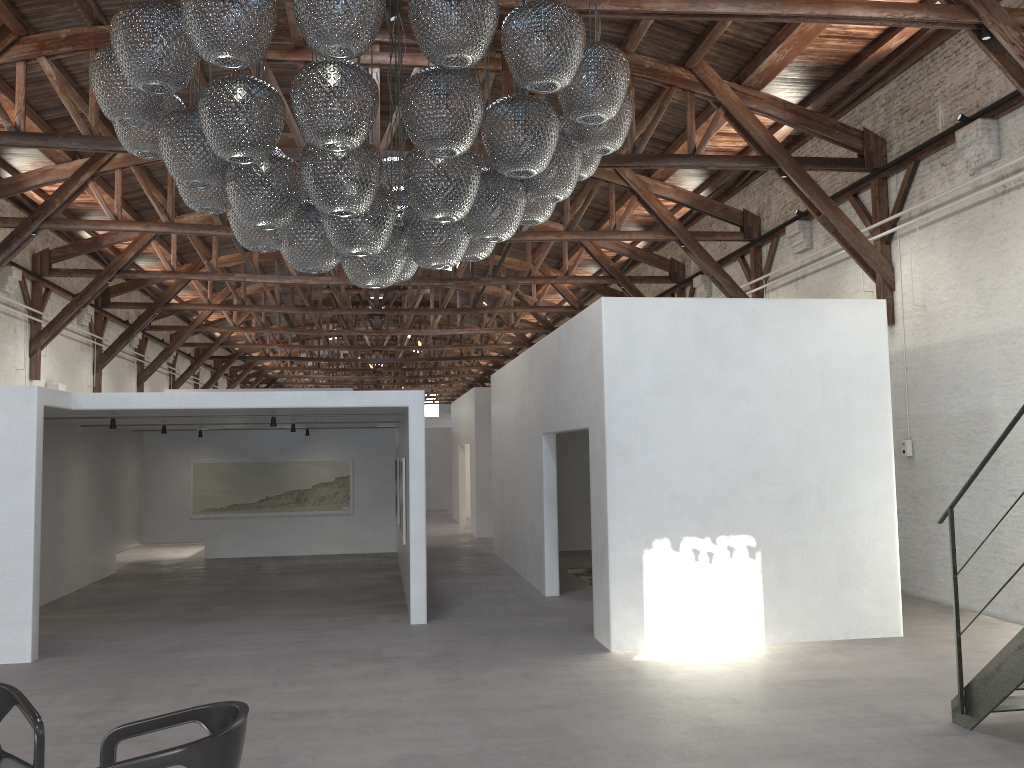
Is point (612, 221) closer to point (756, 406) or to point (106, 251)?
point (756, 406)

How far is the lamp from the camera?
3.41m

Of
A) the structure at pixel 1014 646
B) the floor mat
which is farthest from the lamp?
the floor mat

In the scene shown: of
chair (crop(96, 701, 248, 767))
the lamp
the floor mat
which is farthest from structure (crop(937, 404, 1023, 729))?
the floor mat

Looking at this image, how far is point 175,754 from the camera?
3.35m

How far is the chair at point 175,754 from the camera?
3.35m

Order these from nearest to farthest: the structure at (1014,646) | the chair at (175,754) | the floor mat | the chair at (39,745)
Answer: the chair at (175,754)
the chair at (39,745)
the structure at (1014,646)
the floor mat

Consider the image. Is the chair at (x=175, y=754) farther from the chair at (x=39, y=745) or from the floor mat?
the floor mat

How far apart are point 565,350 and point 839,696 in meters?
4.7 m

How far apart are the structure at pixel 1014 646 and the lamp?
2.84m
